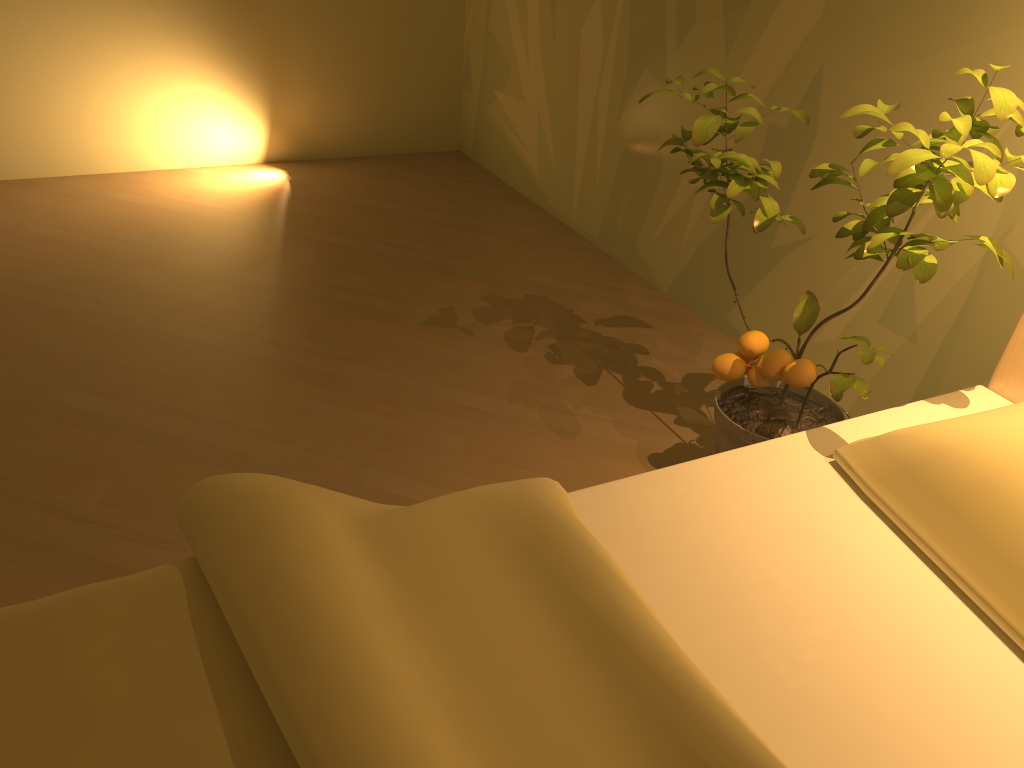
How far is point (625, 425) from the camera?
2.2m

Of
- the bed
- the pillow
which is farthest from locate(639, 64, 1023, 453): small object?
the pillow

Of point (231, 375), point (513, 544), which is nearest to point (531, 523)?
point (513, 544)

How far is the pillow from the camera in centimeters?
111cm

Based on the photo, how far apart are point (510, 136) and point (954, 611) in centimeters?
284cm

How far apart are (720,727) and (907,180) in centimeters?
85cm

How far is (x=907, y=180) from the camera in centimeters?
128cm

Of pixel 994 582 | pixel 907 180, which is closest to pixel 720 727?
pixel 994 582

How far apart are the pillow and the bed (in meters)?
0.01

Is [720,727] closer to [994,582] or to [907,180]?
[994,582]
